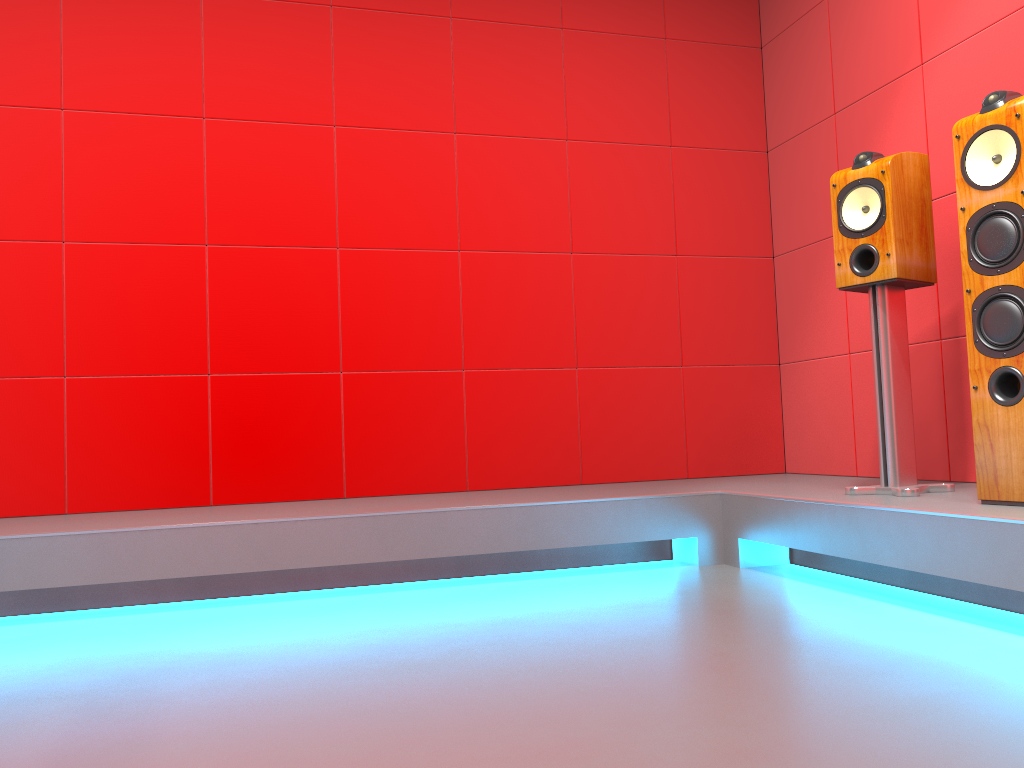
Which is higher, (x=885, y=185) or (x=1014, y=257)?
(x=885, y=185)

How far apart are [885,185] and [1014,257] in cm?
56

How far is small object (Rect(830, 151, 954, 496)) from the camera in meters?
2.6

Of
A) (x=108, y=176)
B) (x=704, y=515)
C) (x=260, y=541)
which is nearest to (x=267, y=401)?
(x=260, y=541)

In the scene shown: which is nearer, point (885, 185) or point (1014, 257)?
point (1014, 257)

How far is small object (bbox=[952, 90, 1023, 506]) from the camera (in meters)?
2.18

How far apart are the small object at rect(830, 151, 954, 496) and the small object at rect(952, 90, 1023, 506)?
0.3m

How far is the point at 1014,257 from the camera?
2.18m

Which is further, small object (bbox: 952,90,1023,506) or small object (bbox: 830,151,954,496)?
small object (bbox: 830,151,954,496)
